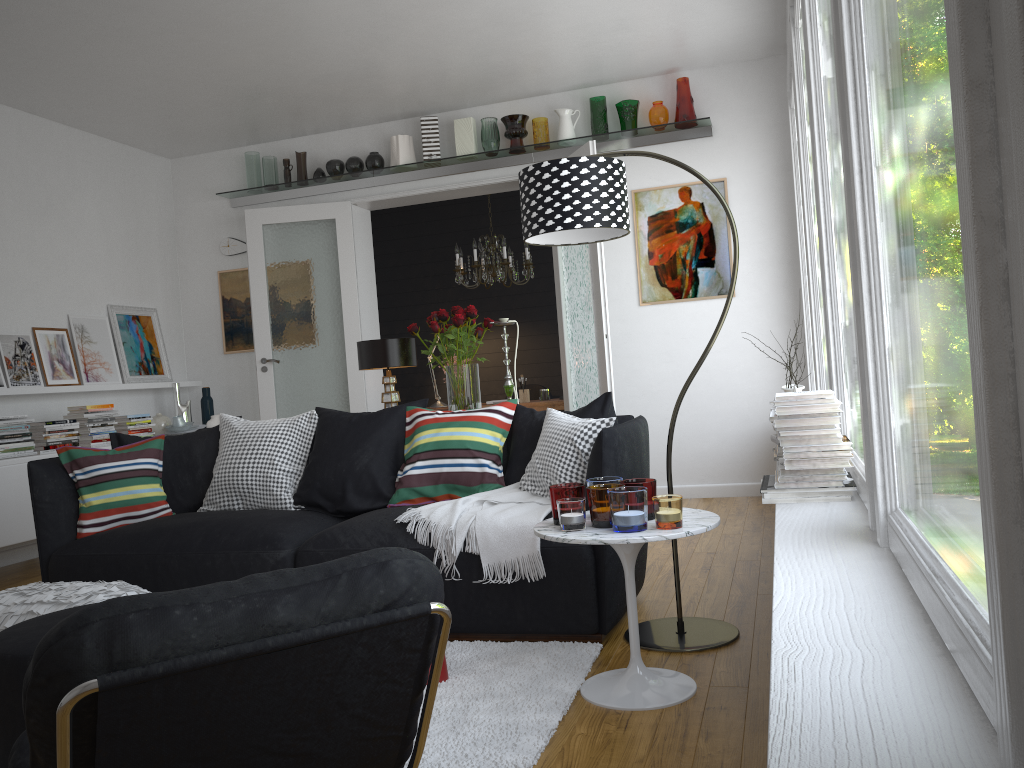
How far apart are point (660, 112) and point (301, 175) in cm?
289

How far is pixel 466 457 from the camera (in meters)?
3.77

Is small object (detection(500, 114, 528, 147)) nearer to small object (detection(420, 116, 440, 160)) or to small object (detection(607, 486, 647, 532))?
small object (detection(420, 116, 440, 160))

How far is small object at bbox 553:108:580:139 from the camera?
6.45m

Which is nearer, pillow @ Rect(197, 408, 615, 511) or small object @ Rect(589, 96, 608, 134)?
pillow @ Rect(197, 408, 615, 511)

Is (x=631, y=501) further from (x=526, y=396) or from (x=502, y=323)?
(x=526, y=396)

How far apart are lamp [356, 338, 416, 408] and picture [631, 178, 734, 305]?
2.5 meters

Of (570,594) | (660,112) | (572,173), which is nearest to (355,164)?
(660,112)

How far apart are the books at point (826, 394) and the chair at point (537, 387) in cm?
621

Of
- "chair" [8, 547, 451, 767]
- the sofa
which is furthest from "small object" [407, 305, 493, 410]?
"chair" [8, 547, 451, 767]
